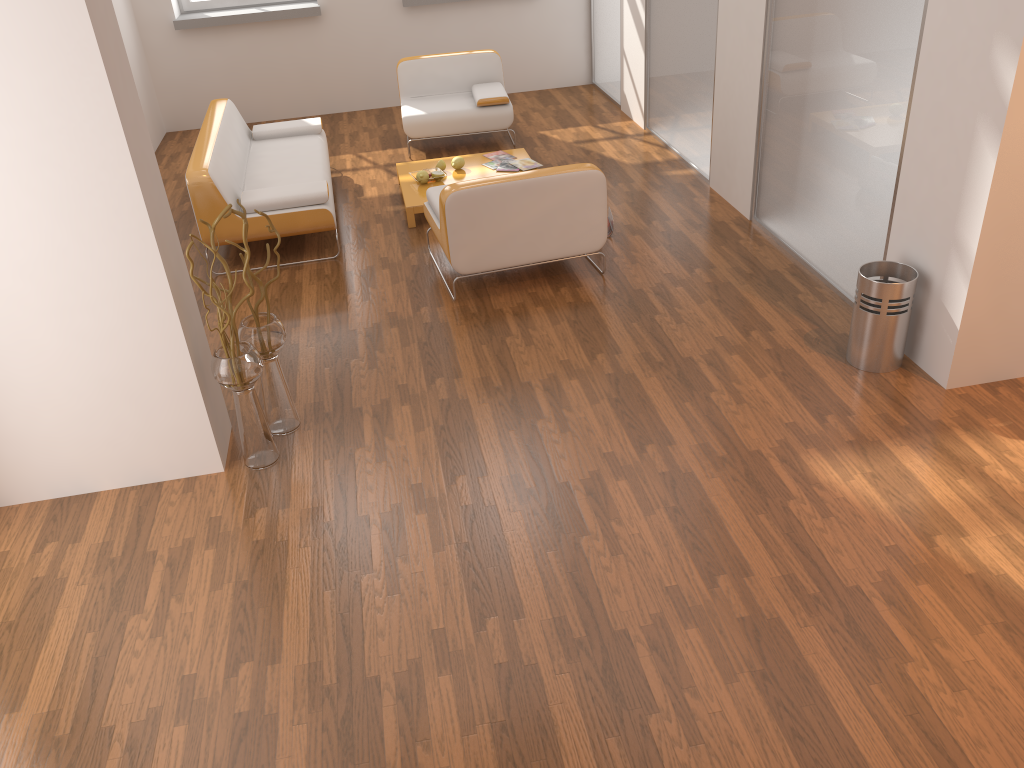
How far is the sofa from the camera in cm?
535

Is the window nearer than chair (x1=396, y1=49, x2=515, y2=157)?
No

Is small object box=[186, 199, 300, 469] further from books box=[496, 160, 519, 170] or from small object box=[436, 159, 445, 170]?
books box=[496, 160, 519, 170]

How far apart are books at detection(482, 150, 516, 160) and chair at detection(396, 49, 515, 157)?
0.6m

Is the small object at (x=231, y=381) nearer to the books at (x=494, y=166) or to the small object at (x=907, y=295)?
the small object at (x=907, y=295)

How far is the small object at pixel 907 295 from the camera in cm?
388

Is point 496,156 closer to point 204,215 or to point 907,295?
point 204,215

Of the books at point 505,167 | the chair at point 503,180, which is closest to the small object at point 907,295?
the chair at point 503,180

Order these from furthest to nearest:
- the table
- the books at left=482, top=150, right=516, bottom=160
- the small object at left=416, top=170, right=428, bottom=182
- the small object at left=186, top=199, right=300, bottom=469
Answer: the books at left=482, top=150, right=516, bottom=160 < the small object at left=416, top=170, right=428, bottom=182 < the table < the small object at left=186, top=199, right=300, bottom=469

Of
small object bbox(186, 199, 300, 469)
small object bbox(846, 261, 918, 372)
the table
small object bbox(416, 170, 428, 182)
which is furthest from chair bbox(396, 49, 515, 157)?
small object bbox(846, 261, 918, 372)
